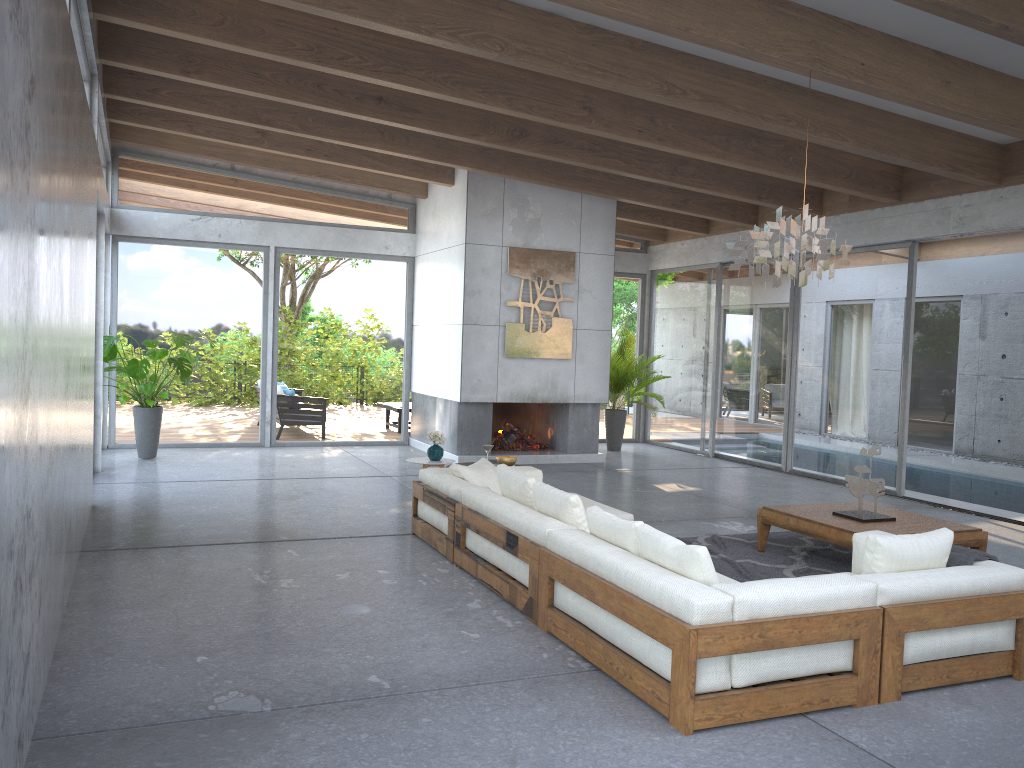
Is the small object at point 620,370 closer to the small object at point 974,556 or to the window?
the window

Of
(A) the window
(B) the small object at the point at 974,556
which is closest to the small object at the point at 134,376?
(A) the window

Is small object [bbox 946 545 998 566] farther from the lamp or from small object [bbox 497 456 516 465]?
small object [bbox 497 456 516 465]

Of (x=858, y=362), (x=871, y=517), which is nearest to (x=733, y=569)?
(x=871, y=517)

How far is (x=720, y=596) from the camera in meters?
3.5

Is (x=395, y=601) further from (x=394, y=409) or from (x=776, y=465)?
(x=394, y=409)

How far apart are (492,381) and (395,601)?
5.96m

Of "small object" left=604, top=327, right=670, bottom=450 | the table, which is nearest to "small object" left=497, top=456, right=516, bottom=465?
the table

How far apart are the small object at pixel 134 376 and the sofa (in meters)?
4.34

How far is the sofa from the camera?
3.52m
